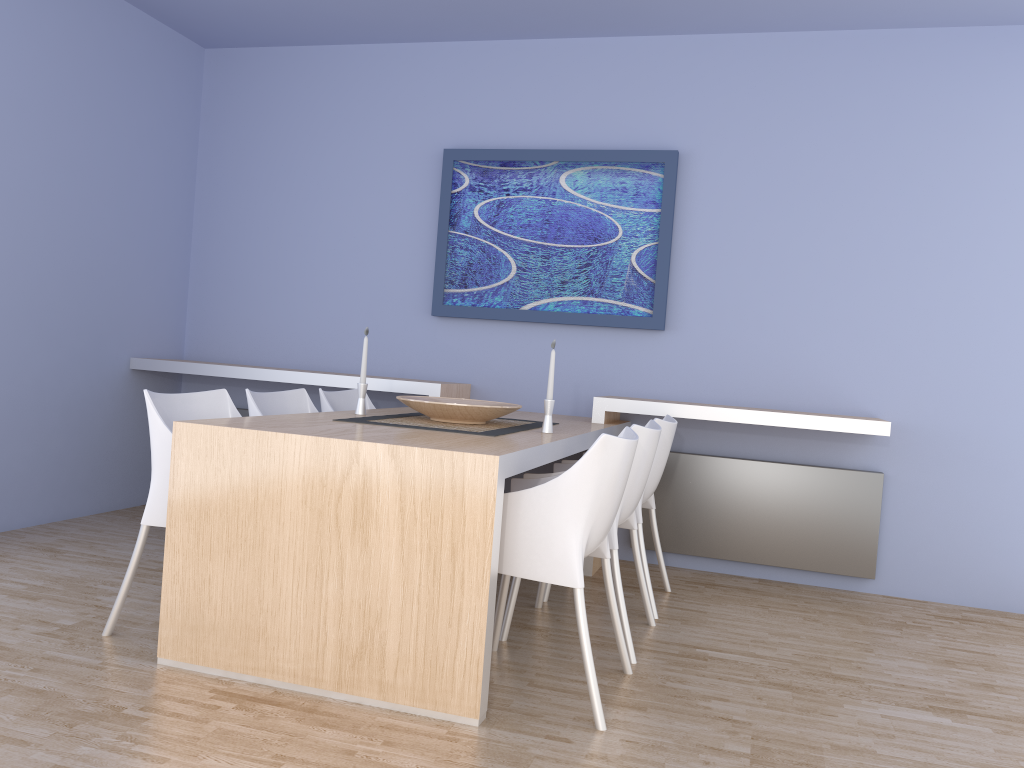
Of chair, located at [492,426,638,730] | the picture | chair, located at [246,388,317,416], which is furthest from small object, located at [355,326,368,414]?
the picture

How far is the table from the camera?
2.4 meters

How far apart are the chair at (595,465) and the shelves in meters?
1.3

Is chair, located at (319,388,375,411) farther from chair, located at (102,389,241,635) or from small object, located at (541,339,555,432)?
small object, located at (541,339,555,432)

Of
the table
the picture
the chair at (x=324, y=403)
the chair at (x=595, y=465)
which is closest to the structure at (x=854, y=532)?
the table

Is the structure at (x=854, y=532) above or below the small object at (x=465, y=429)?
below

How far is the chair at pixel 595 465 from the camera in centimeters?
243cm

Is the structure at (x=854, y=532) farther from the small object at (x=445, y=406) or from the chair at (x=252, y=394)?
the chair at (x=252, y=394)

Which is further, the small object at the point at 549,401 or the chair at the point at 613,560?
the small object at the point at 549,401

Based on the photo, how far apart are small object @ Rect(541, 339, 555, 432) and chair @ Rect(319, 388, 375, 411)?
1.1 meters
